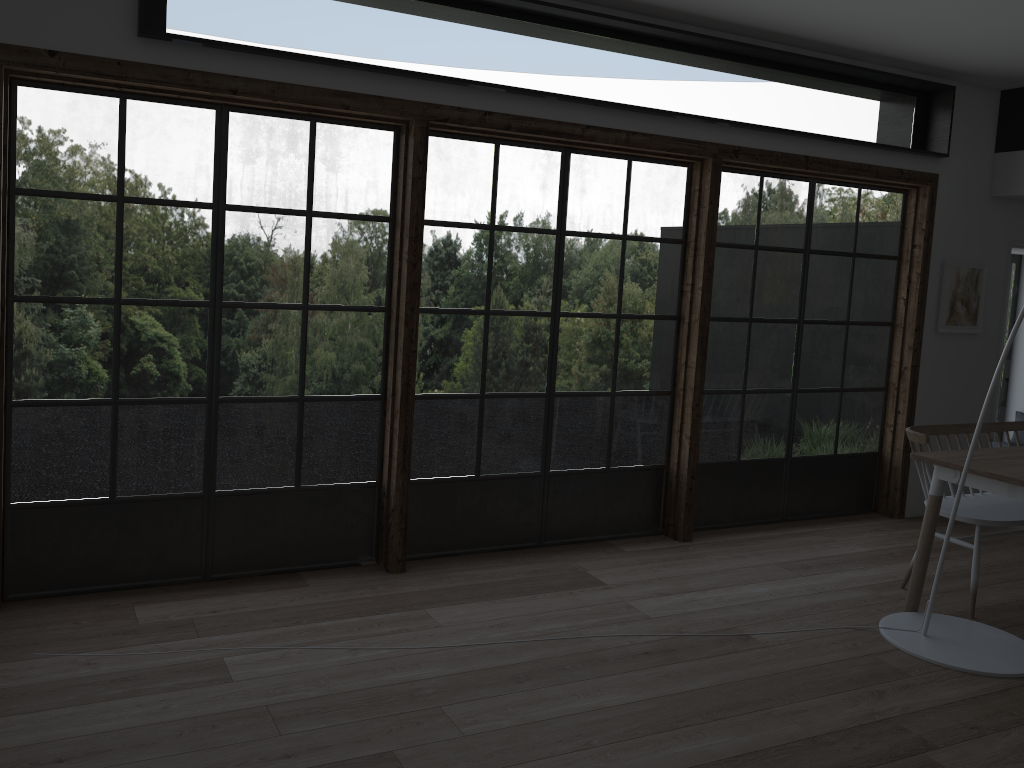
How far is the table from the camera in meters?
3.9

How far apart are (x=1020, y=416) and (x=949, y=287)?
1.9 meters

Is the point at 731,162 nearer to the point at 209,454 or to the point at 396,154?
the point at 396,154

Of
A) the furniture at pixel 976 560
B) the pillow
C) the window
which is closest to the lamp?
the furniture at pixel 976 560

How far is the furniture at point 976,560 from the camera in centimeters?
426cm

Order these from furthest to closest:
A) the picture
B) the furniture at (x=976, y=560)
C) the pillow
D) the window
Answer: the pillow → the picture → the furniture at (x=976, y=560) → the window

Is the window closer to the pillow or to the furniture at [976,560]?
the furniture at [976,560]

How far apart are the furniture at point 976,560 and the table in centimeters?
14cm

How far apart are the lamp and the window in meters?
1.3

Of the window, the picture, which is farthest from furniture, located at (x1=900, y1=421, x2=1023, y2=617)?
the picture
